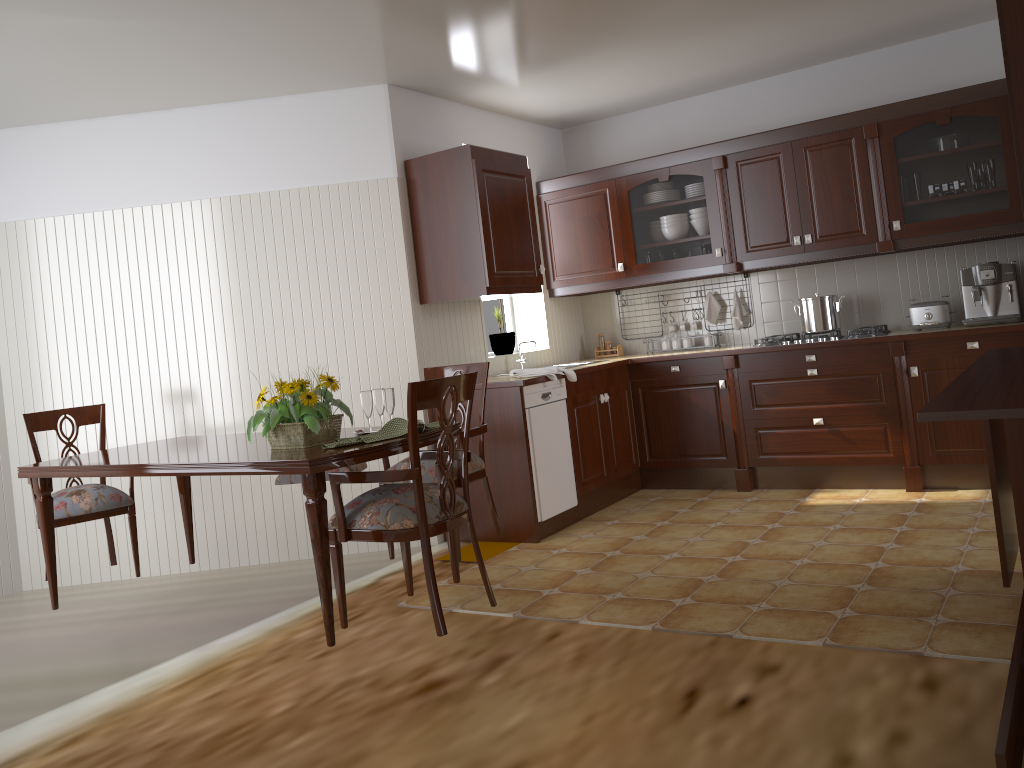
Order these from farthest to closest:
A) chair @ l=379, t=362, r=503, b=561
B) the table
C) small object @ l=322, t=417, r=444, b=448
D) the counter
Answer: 1. the counter
2. chair @ l=379, t=362, r=503, b=561
3. small object @ l=322, t=417, r=444, b=448
4. the table

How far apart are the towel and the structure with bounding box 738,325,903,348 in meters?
1.2 m

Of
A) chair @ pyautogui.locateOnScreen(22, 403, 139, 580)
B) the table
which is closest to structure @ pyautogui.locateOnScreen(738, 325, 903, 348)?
the table

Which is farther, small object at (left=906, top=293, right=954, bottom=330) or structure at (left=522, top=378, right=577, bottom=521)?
small object at (left=906, top=293, right=954, bottom=330)

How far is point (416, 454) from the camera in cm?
263

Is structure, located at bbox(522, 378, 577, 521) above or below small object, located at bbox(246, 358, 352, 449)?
below

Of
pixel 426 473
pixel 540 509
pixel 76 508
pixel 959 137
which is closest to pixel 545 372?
pixel 540 509

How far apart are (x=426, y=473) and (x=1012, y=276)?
3.17m

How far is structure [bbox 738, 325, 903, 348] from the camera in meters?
4.8

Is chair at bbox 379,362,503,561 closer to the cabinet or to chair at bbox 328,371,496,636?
chair at bbox 328,371,496,636
